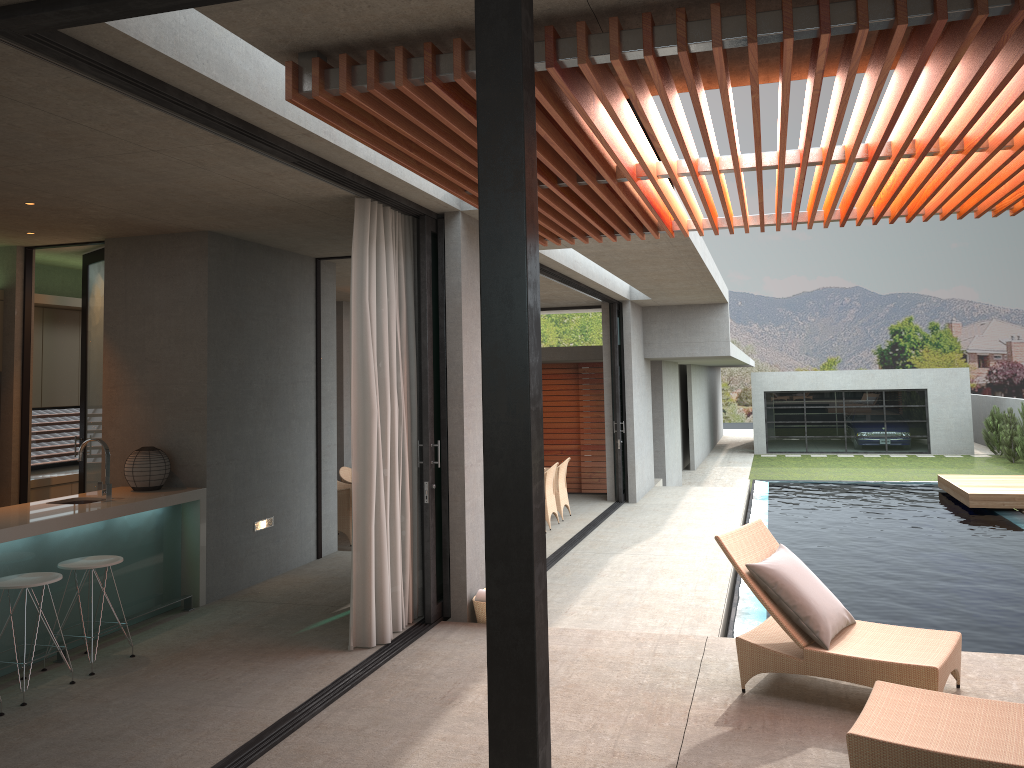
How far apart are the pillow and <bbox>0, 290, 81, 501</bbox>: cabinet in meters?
6.4

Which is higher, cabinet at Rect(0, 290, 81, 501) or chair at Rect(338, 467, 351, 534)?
cabinet at Rect(0, 290, 81, 501)

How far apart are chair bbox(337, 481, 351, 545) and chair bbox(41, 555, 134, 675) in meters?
5.3

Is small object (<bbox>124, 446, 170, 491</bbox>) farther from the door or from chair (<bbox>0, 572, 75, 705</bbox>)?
chair (<bbox>0, 572, 75, 705</bbox>)

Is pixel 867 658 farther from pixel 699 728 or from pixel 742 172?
A: pixel 742 172

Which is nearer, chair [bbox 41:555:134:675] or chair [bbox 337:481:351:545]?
chair [bbox 41:555:134:675]

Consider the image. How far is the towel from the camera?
6.4 meters

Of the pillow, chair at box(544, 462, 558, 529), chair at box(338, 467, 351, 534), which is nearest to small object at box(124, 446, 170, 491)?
the pillow

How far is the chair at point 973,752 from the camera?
3.4m

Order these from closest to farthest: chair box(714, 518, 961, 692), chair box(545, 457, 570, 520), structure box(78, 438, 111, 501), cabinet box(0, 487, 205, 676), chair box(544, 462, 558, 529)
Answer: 1. chair box(714, 518, 961, 692)
2. cabinet box(0, 487, 205, 676)
3. structure box(78, 438, 111, 501)
4. chair box(544, 462, 558, 529)
5. chair box(545, 457, 570, 520)
